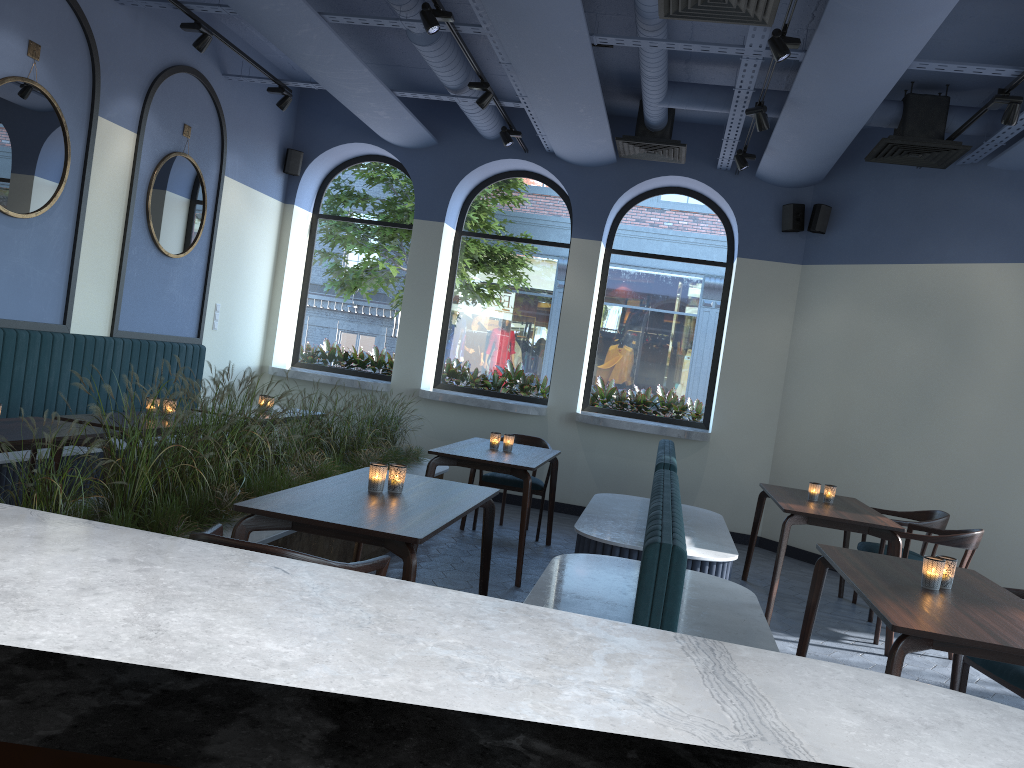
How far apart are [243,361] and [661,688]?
8.4 meters

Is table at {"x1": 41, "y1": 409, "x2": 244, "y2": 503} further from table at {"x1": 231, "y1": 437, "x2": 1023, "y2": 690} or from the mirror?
the mirror

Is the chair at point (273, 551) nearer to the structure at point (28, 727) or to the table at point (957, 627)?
the table at point (957, 627)

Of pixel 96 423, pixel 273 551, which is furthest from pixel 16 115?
pixel 273 551

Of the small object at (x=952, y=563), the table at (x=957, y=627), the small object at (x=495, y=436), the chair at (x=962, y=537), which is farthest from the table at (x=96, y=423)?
the chair at (x=962, y=537)

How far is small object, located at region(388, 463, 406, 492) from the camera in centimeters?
386cm

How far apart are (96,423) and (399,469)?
1.9m

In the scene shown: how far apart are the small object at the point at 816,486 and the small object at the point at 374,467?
3.40m

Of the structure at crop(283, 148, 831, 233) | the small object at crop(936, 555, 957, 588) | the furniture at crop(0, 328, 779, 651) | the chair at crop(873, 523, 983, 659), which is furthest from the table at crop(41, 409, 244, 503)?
the structure at crop(283, 148, 831, 233)

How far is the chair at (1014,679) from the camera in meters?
3.5 m
